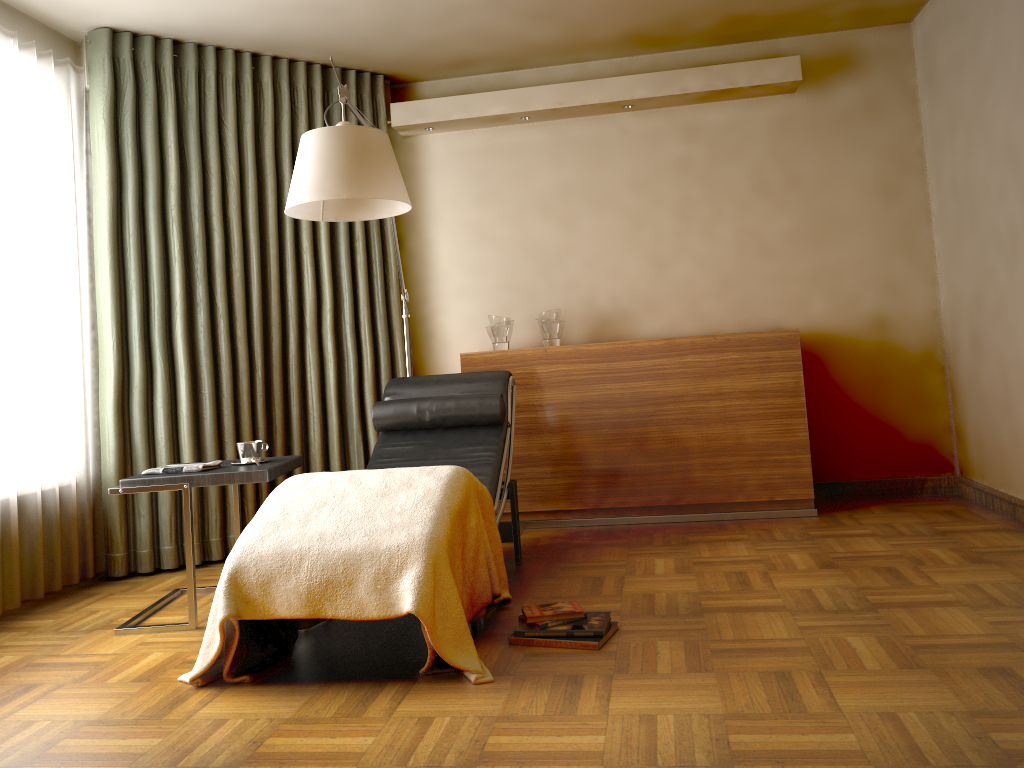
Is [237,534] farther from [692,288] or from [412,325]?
[692,288]

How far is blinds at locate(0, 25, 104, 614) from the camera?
3.5m

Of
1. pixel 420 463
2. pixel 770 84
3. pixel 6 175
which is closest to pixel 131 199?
pixel 6 175

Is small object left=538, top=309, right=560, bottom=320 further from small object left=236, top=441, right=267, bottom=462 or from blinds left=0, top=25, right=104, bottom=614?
blinds left=0, top=25, right=104, bottom=614

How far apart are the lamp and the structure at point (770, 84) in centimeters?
113cm

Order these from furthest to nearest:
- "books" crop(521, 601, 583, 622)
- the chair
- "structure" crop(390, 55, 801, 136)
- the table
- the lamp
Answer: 1. "structure" crop(390, 55, 801, 136)
2. the chair
3. the table
4. the lamp
5. "books" crop(521, 601, 583, 622)

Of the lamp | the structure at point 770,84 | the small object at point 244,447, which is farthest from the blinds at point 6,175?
the structure at point 770,84

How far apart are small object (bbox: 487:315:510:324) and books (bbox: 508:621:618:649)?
2.2m

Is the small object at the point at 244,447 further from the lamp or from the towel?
the lamp

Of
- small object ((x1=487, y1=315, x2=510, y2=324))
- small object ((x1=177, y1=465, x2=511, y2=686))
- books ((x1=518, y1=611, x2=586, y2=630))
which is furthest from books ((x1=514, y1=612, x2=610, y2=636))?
small object ((x1=487, y1=315, x2=510, y2=324))
